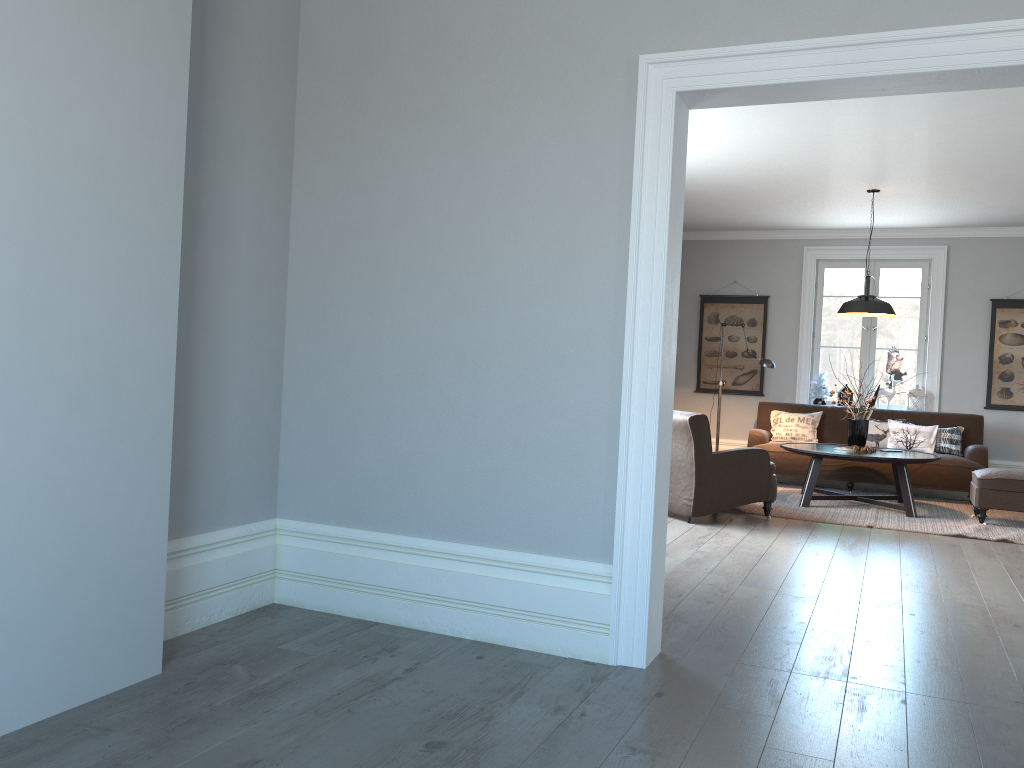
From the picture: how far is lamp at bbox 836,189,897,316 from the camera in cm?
744

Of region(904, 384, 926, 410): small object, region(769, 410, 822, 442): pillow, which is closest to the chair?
region(769, 410, 822, 442): pillow

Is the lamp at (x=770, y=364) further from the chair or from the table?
the chair

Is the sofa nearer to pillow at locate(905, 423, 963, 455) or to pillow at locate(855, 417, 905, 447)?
pillow at locate(905, 423, 963, 455)

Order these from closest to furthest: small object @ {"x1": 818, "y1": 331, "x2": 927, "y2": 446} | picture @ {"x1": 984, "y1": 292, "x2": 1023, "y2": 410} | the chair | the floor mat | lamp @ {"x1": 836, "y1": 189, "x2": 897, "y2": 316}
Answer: the chair → the floor mat → lamp @ {"x1": 836, "y1": 189, "x2": 897, "y2": 316} → small object @ {"x1": 818, "y1": 331, "x2": 927, "y2": 446} → picture @ {"x1": 984, "y1": 292, "x2": 1023, "y2": 410}

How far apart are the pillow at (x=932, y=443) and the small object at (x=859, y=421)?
1.21m

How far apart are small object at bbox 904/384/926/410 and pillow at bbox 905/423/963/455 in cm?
69

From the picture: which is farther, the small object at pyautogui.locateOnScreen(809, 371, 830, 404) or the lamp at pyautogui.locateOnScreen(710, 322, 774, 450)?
the small object at pyautogui.locateOnScreen(809, 371, 830, 404)

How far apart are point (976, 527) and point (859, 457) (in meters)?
Answer: 0.96

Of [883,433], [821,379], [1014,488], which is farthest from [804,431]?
[1014,488]
